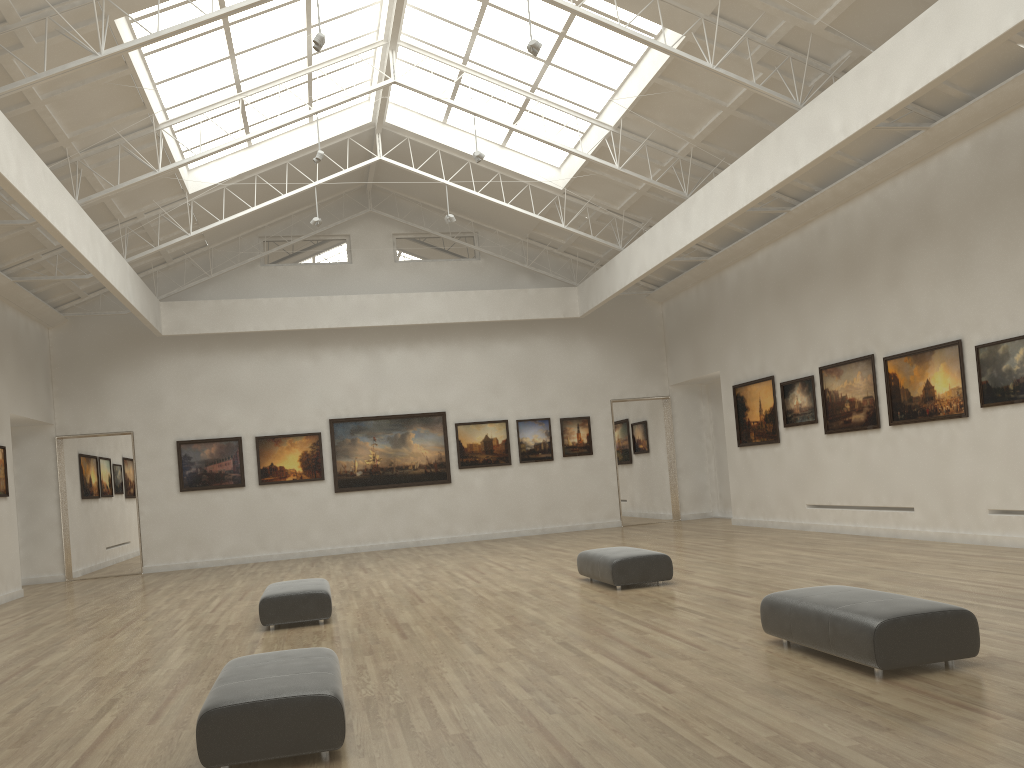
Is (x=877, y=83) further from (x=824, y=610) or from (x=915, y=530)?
(x=915, y=530)

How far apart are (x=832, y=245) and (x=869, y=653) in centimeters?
1954cm

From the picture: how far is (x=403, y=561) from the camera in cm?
3003
